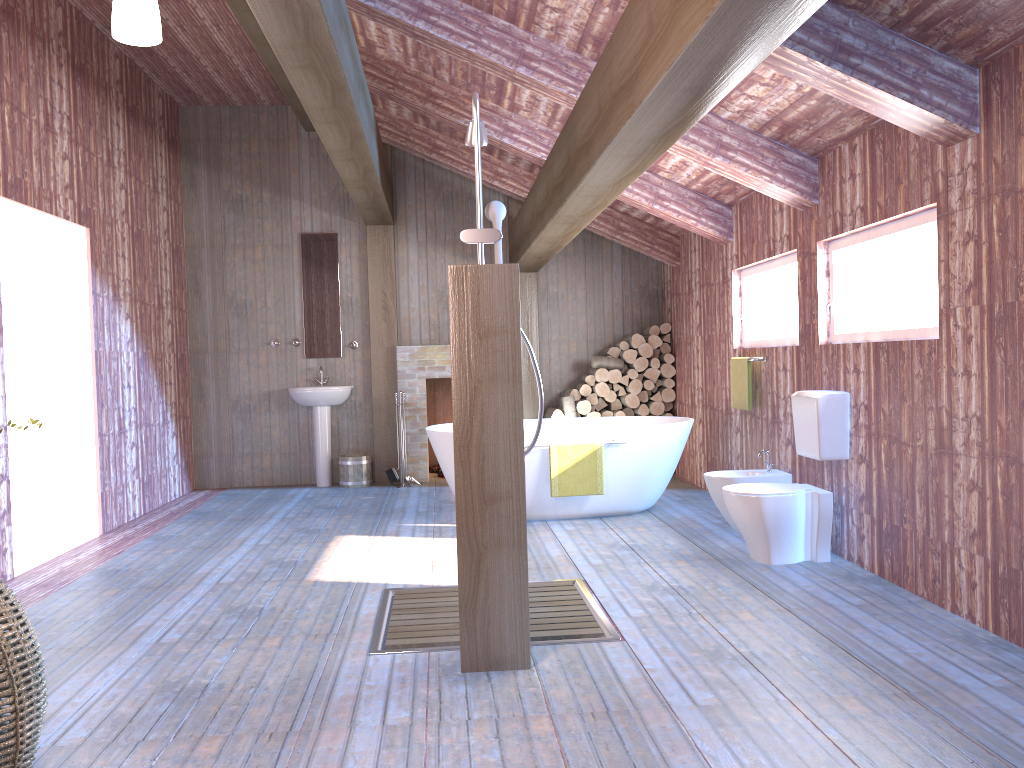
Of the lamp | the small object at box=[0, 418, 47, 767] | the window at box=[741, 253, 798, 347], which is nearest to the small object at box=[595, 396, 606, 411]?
the window at box=[741, 253, 798, 347]

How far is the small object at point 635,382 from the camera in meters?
8.3

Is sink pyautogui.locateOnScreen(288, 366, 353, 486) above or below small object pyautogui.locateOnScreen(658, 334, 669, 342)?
below

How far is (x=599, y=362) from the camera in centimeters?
832cm

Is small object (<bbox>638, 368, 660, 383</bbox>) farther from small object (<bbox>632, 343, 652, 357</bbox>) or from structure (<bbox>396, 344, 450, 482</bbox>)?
structure (<bbox>396, 344, 450, 482</bbox>)

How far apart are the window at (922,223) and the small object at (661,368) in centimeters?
334cm

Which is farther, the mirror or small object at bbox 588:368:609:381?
the mirror

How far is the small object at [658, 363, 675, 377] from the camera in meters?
8.3

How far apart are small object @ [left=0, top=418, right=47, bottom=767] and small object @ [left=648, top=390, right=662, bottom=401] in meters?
6.4

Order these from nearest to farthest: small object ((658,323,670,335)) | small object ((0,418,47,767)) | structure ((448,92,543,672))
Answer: small object ((0,418,47,767)) → structure ((448,92,543,672)) → small object ((658,323,670,335))
